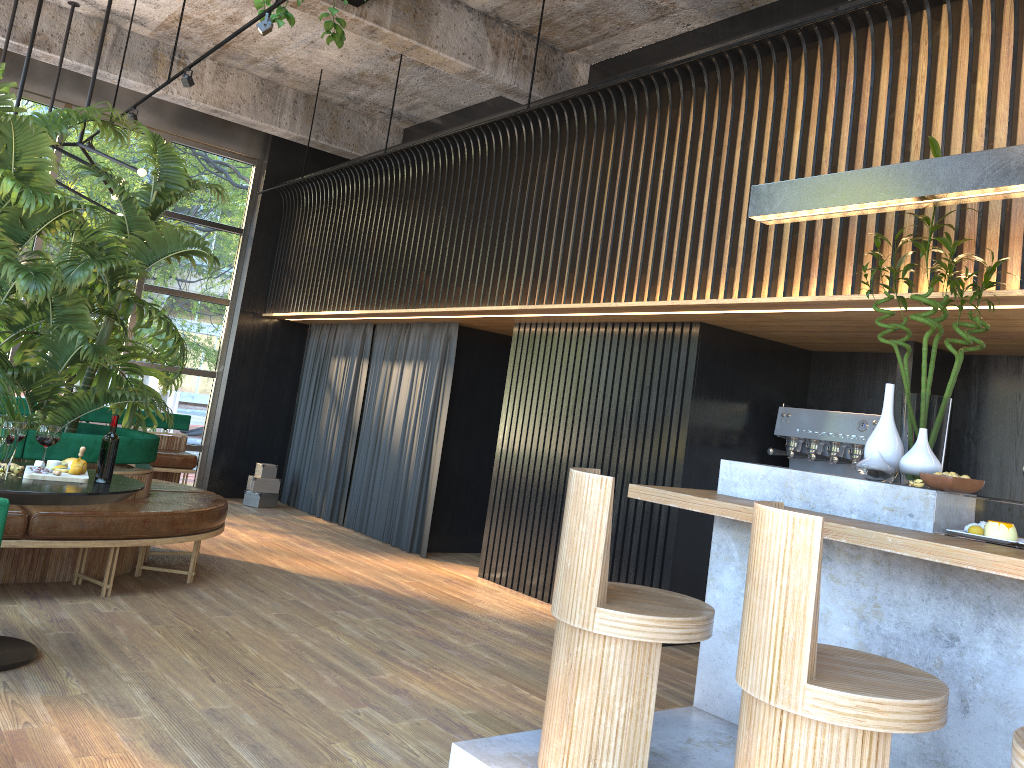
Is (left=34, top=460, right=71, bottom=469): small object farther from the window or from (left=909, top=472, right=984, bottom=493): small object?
the window

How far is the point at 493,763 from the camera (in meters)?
2.97

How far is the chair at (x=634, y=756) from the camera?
2.8 meters

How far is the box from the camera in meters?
9.3

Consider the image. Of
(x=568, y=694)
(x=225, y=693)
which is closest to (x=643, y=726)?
(x=568, y=694)

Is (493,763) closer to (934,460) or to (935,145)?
(934,460)

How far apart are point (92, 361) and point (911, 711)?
4.9m

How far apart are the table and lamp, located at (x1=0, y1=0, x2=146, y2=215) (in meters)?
2.91

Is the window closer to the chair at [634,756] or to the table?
the table

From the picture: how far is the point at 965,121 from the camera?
4.0 meters
